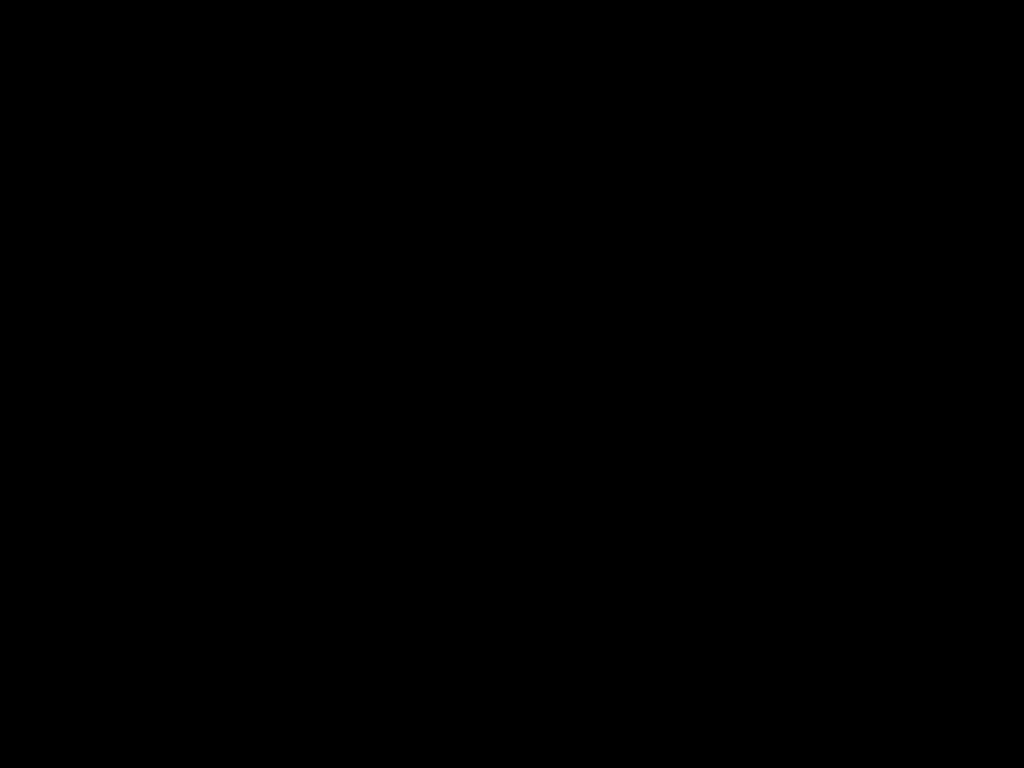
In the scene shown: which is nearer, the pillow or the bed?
the bed

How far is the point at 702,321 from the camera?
2.7m

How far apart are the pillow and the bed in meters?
0.0 m

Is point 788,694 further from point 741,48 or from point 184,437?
point 184,437

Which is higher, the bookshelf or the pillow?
the pillow

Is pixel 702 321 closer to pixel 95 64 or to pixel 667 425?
pixel 667 425

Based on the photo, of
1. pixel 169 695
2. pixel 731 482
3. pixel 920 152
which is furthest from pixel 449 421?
pixel 169 695

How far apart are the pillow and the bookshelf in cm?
5

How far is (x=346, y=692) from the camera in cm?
38

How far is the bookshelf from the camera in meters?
2.7 m
